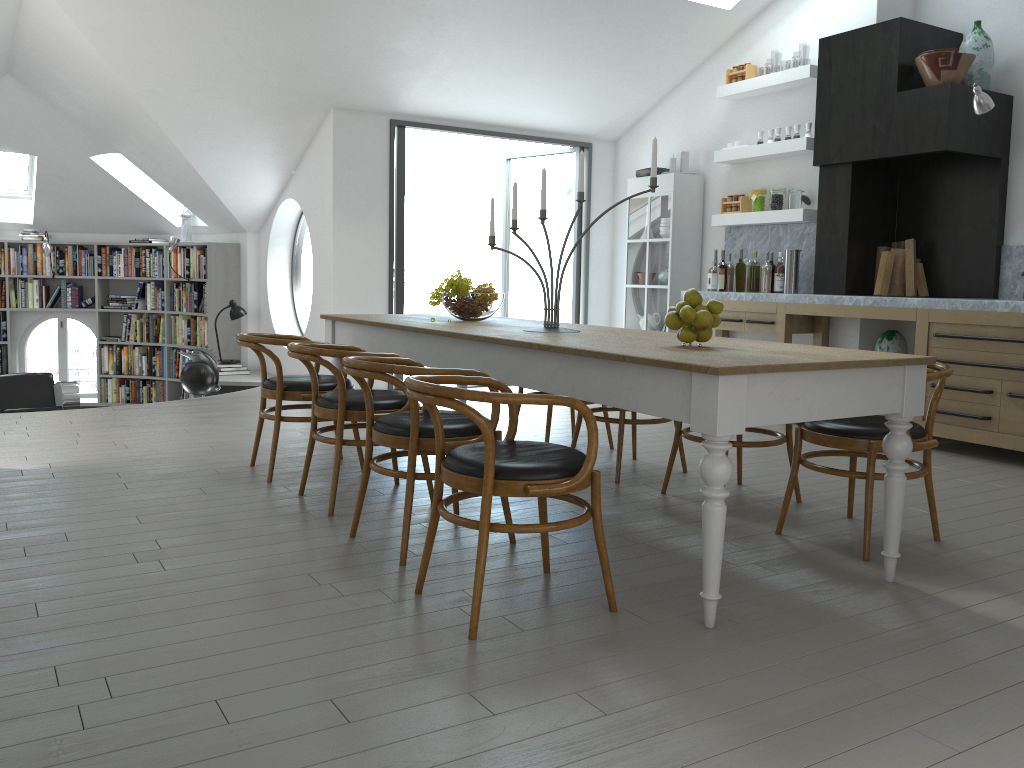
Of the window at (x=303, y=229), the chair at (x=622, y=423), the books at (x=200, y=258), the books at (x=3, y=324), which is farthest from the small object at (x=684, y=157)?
the books at (x=3, y=324)

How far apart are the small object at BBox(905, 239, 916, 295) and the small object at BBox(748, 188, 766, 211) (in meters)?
1.20

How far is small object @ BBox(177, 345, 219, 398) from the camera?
7.9m

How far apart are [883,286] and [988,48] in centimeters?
169cm

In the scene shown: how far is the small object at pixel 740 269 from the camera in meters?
7.1 m

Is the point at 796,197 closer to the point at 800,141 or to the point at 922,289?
the point at 800,141

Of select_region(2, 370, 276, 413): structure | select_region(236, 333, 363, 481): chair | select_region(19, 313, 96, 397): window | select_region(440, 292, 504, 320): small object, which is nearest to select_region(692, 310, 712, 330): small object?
select_region(440, 292, 504, 320): small object

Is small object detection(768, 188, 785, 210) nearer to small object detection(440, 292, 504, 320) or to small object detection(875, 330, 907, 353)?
small object detection(875, 330, 907, 353)

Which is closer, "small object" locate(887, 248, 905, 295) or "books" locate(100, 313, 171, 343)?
"small object" locate(887, 248, 905, 295)

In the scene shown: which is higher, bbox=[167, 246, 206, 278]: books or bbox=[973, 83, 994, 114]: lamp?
bbox=[973, 83, 994, 114]: lamp
